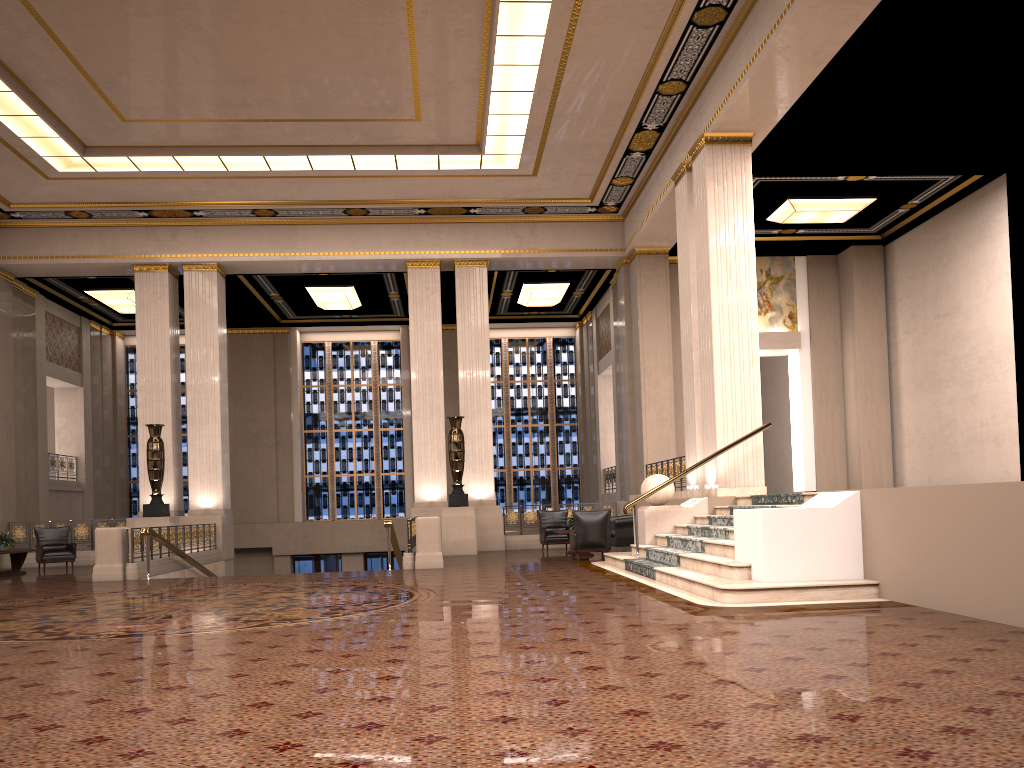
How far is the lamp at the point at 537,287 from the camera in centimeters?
2247cm

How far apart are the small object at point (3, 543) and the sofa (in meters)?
10.53

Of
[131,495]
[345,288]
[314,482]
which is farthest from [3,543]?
[314,482]

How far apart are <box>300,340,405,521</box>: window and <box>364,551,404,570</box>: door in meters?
1.2

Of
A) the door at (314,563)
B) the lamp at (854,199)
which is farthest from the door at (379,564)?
the lamp at (854,199)

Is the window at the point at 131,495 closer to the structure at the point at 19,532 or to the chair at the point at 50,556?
the structure at the point at 19,532

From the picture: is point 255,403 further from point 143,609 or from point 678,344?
point 143,609

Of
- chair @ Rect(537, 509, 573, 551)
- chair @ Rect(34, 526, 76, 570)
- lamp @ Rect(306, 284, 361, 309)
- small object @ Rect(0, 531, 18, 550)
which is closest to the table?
small object @ Rect(0, 531, 18, 550)

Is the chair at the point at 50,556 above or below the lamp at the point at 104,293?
below

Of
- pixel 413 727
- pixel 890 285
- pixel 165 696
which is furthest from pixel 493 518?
pixel 413 727
